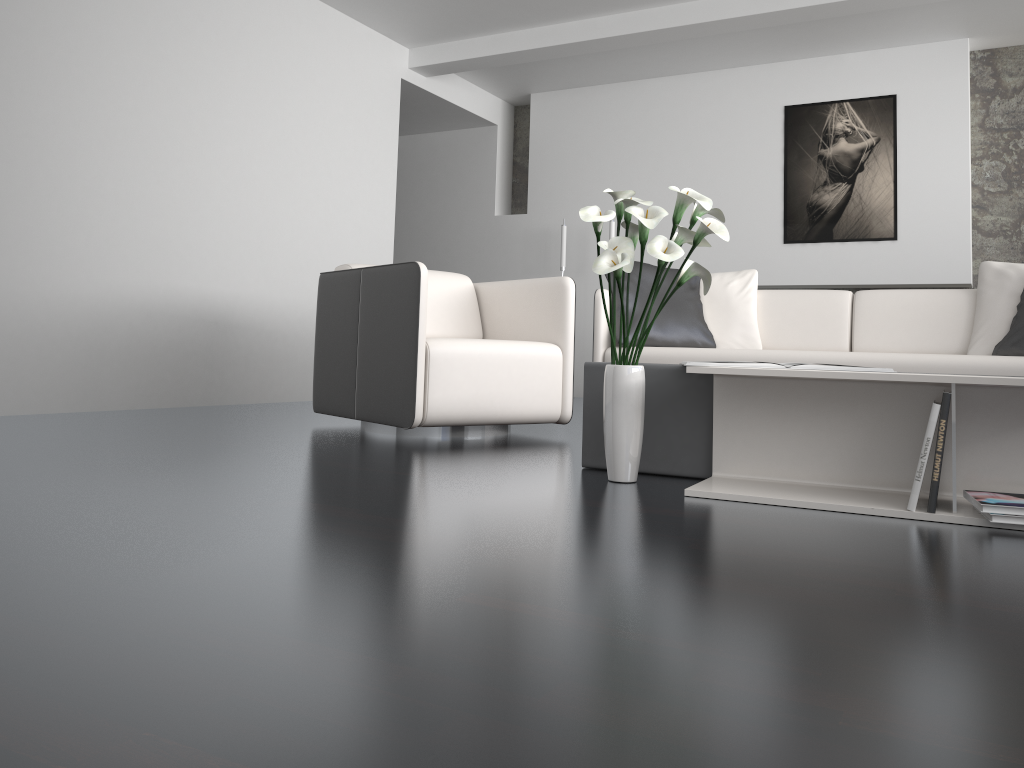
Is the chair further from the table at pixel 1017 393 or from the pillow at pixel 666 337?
the table at pixel 1017 393

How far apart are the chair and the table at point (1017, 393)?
1.14m

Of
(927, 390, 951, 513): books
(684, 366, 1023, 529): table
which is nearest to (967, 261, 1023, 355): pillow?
(684, 366, 1023, 529): table

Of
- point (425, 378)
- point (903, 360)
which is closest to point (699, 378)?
point (425, 378)

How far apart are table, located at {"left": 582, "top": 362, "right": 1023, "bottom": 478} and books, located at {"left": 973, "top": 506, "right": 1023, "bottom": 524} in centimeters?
75cm

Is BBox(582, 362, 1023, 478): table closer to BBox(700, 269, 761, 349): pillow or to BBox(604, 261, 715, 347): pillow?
BBox(604, 261, 715, 347): pillow

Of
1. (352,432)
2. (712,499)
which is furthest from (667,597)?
(352,432)

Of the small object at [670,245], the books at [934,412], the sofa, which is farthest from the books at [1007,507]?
the sofa

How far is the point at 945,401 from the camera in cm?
193

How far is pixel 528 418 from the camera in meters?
3.5
